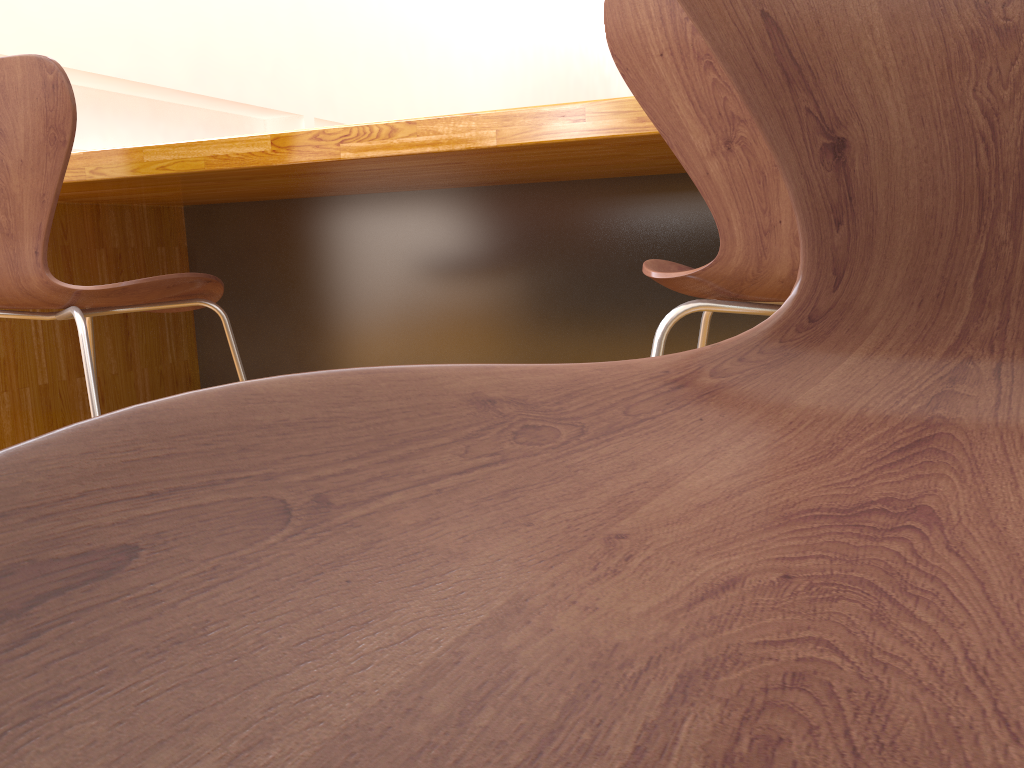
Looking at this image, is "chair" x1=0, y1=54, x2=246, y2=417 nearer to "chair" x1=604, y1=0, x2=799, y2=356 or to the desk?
the desk

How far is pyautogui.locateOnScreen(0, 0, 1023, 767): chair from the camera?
0.1m

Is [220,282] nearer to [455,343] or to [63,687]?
[455,343]

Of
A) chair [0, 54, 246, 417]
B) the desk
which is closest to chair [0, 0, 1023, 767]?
the desk

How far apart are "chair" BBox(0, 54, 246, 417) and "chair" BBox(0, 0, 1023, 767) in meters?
1.1

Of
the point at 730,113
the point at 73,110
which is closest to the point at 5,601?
the point at 730,113

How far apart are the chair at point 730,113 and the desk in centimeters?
18cm

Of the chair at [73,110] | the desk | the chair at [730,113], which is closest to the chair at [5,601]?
the chair at [730,113]

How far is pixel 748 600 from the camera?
0.15m

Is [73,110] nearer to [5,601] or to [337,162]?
[337,162]
